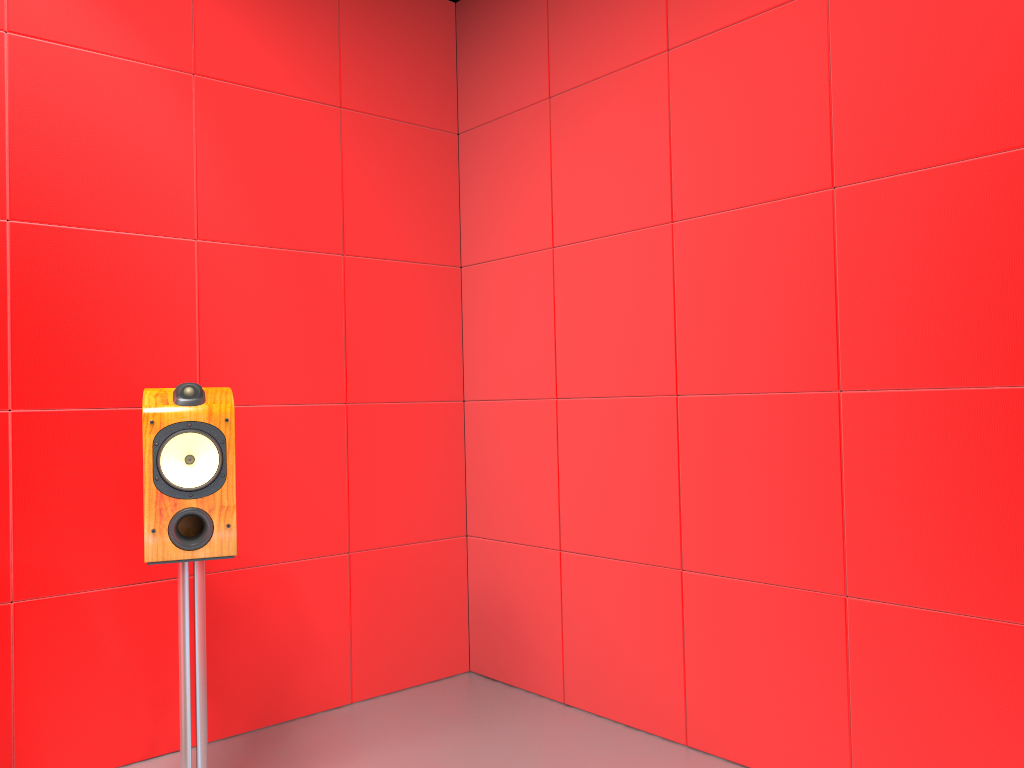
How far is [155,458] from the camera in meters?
2.0 m

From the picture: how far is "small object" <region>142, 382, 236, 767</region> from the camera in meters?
2.0 m

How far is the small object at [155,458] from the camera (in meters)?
2.05
